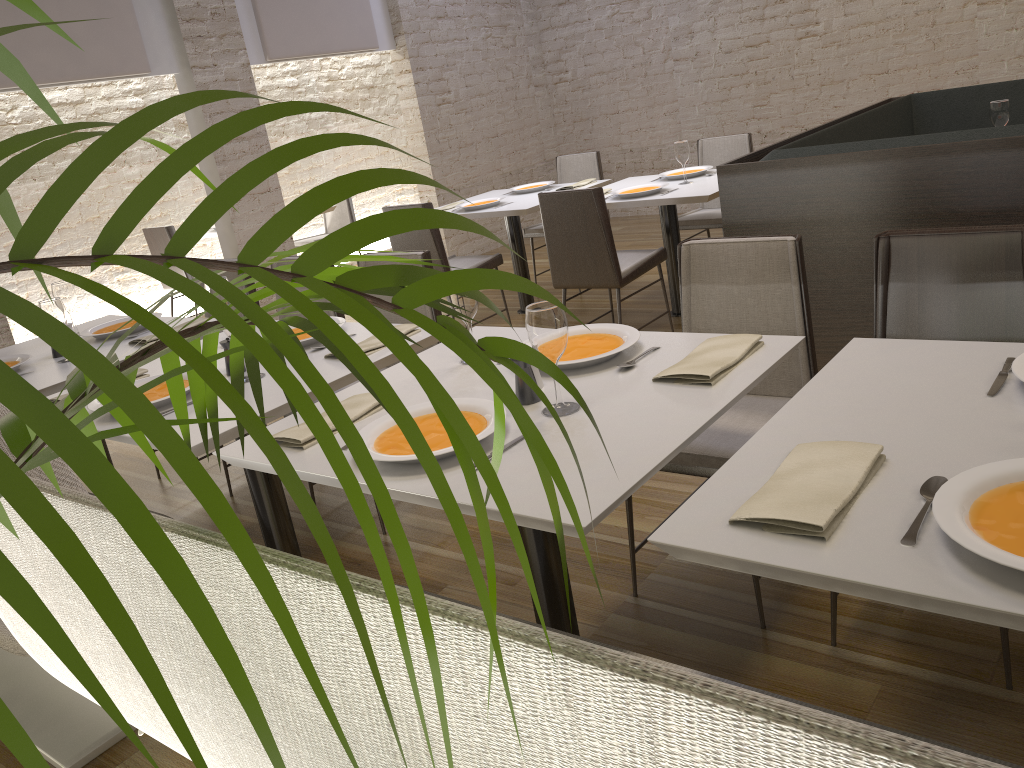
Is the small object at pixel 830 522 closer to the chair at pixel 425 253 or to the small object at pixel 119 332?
the chair at pixel 425 253

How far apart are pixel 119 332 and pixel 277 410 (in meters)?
1.58

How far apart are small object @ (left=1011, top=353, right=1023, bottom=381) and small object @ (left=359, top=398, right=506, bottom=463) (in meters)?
0.95

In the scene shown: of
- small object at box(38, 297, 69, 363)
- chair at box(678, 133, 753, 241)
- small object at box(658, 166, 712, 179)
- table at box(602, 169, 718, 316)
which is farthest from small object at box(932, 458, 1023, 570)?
chair at box(678, 133, 753, 241)

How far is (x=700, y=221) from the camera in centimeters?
534cm

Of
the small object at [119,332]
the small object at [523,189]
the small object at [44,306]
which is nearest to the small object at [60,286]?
the small object at [119,332]

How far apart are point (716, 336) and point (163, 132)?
1.78m

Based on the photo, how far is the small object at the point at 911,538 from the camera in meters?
1.2 m

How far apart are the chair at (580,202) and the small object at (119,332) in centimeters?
196cm

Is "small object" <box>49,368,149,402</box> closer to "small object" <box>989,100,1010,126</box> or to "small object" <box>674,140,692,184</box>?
"small object" <box>674,140,692,184</box>
